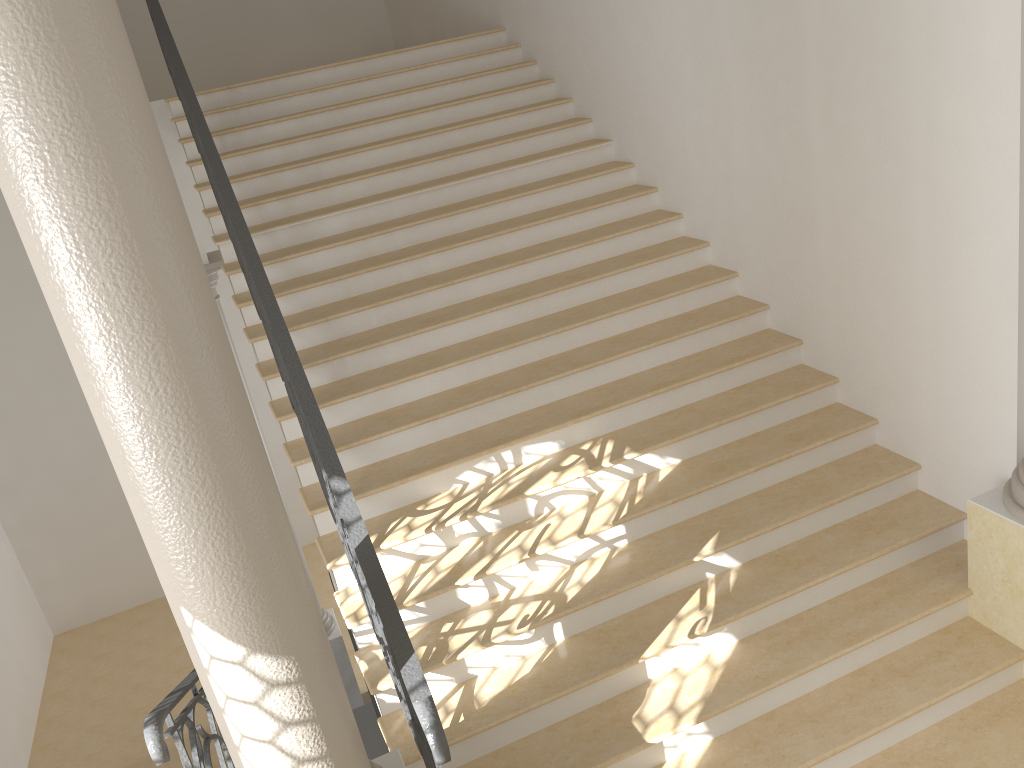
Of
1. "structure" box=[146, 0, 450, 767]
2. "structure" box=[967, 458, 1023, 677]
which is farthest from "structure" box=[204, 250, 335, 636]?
"structure" box=[967, 458, 1023, 677]

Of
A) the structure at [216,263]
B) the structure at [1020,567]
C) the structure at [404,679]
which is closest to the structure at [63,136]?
the structure at [404,679]

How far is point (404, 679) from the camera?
2.8m

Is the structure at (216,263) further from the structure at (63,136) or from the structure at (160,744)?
the structure at (63,136)

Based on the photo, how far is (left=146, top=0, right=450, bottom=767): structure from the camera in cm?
280

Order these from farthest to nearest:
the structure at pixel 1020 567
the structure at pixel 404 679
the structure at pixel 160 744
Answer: the structure at pixel 1020 567 → the structure at pixel 404 679 → the structure at pixel 160 744

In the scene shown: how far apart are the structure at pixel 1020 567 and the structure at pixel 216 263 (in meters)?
6.37

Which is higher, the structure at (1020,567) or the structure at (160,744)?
the structure at (160,744)

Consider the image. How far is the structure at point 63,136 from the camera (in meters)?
1.93

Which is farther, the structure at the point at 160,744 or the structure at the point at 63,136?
the structure at the point at 160,744
